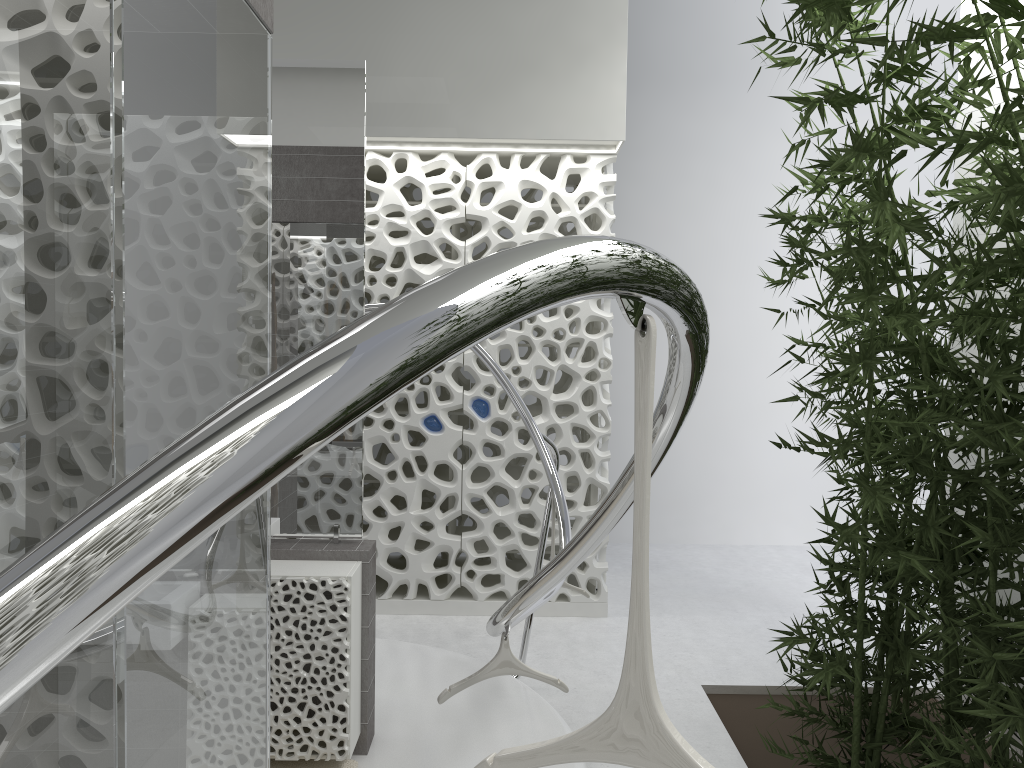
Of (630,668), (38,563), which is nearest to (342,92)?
(630,668)

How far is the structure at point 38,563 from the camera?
0.5m

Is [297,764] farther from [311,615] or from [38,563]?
[38,563]

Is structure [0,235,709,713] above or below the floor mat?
above

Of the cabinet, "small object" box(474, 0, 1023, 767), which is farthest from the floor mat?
"small object" box(474, 0, 1023, 767)

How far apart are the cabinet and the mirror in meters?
0.0 m

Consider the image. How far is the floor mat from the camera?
3.52m

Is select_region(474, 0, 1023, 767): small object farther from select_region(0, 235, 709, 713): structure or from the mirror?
the mirror

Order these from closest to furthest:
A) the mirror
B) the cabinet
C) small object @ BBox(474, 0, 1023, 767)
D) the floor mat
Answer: small object @ BBox(474, 0, 1023, 767) < the cabinet < the floor mat < the mirror

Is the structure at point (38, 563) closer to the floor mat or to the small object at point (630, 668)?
the small object at point (630, 668)
